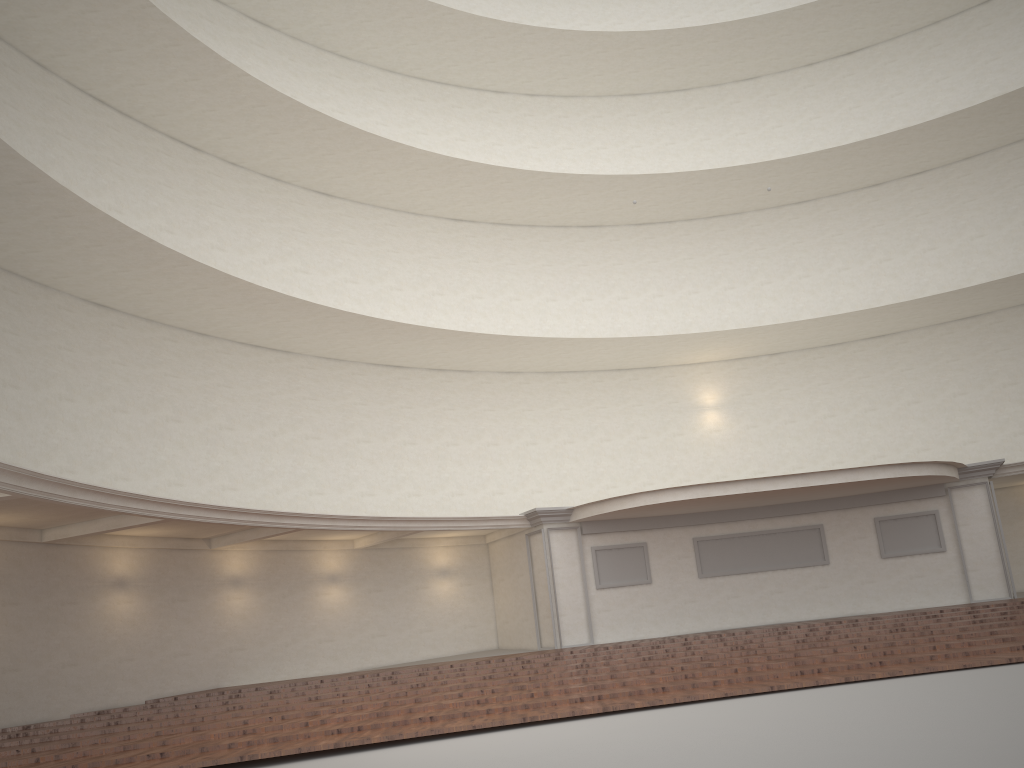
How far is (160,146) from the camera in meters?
18.6

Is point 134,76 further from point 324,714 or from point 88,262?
point 324,714
